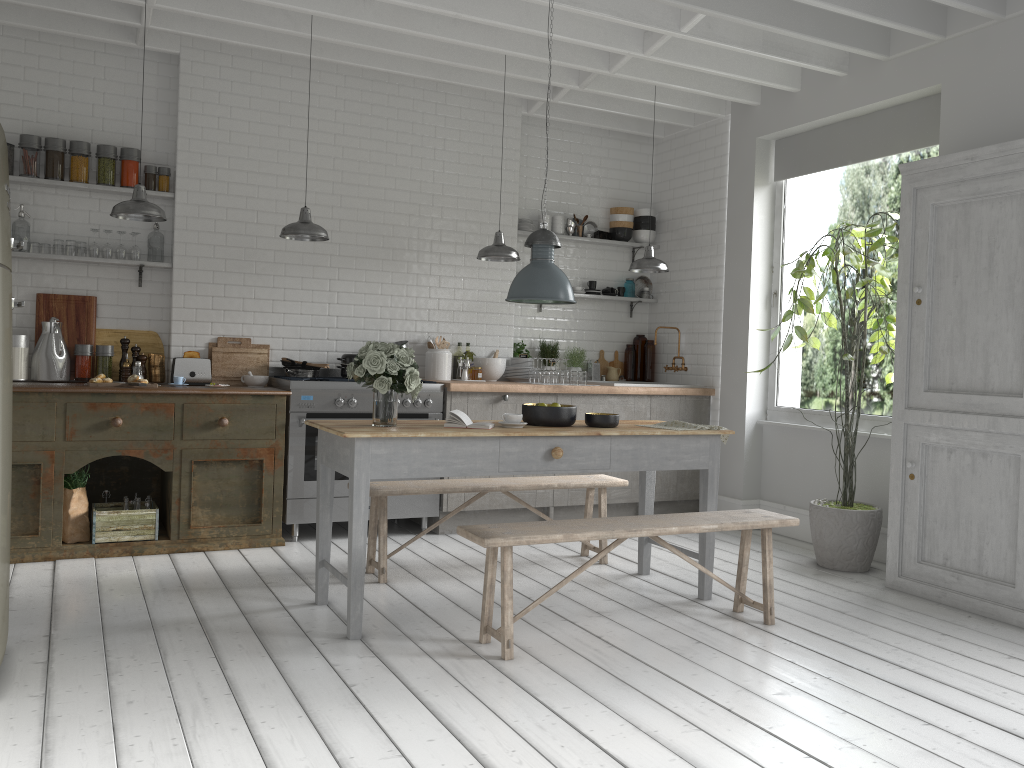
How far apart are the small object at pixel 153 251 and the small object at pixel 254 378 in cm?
125

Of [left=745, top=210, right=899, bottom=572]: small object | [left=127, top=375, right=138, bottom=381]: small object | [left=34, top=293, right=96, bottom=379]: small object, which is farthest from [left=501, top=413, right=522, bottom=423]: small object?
[left=34, top=293, right=96, bottom=379]: small object

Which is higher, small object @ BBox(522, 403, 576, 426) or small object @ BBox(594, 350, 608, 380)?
small object @ BBox(594, 350, 608, 380)

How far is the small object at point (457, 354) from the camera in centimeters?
859cm

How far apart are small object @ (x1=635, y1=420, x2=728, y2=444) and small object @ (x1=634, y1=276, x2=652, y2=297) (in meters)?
3.99

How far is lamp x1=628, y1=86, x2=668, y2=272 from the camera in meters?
8.0

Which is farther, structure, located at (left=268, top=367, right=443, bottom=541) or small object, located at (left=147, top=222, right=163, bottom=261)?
small object, located at (left=147, top=222, right=163, bottom=261)

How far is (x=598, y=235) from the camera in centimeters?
941cm

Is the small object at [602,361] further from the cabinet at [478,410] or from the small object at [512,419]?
the small object at [512,419]

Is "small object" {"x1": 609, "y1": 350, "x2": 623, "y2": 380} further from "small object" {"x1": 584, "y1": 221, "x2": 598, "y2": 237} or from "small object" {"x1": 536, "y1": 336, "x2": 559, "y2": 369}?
"small object" {"x1": 584, "y1": 221, "x2": 598, "y2": 237}
